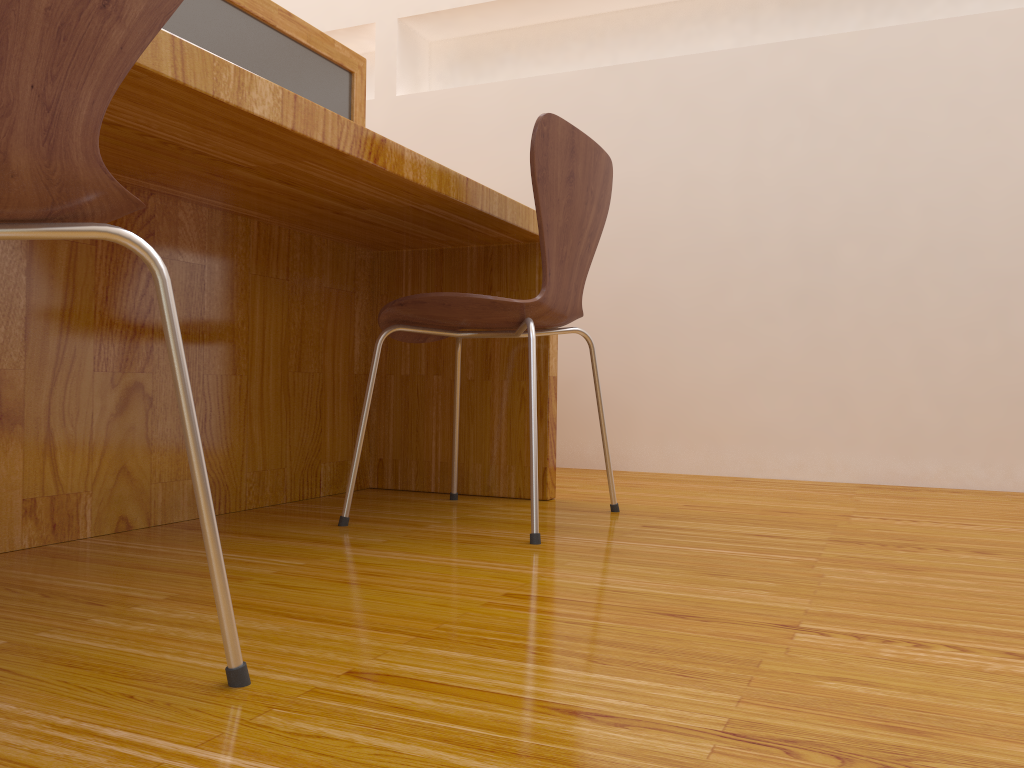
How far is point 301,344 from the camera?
1.84m

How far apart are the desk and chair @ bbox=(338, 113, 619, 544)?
0.09m

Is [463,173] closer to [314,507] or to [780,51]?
[780,51]

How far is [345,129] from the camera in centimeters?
121cm

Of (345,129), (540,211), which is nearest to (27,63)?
(345,129)

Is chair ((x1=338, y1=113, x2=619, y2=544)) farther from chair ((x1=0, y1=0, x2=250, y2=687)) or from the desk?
chair ((x1=0, y1=0, x2=250, y2=687))

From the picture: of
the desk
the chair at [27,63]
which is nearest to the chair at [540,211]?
the desk

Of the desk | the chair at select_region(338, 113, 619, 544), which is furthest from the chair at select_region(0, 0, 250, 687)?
the chair at select_region(338, 113, 619, 544)

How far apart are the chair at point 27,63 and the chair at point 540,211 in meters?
0.7 m

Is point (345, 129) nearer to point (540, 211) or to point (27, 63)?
point (540, 211)
